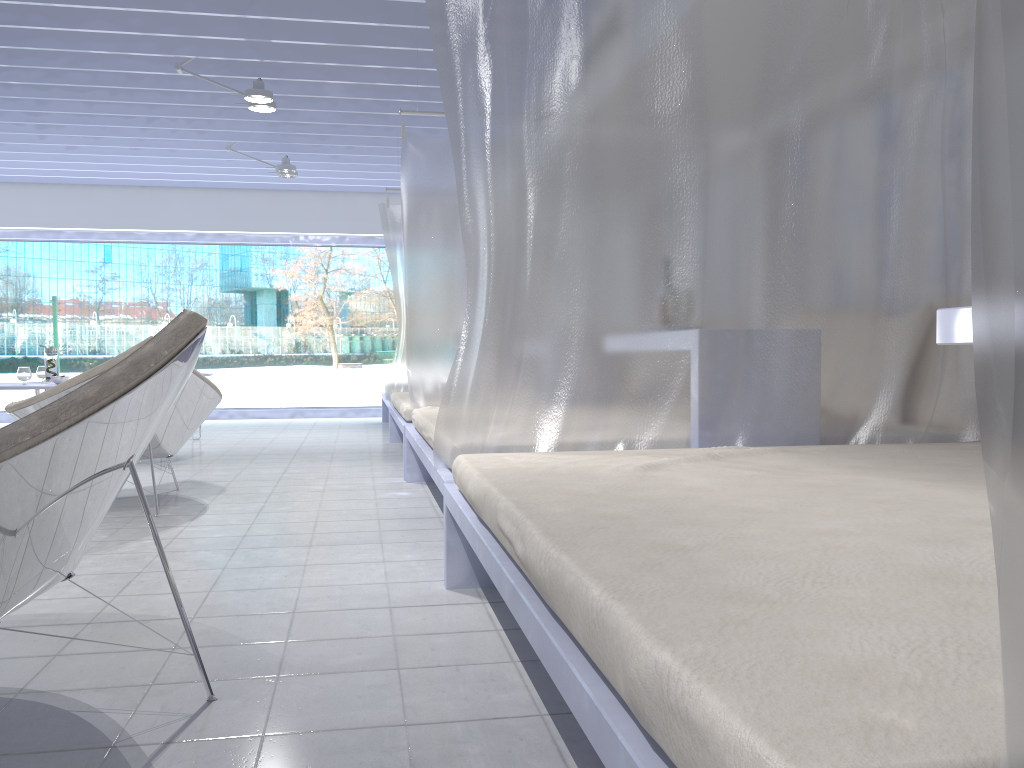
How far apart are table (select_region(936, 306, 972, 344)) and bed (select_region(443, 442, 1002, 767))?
0.3 meters

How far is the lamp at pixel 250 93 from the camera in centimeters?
532cm

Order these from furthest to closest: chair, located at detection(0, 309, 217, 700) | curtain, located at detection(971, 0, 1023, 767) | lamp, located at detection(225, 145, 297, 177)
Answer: lamp, located at detection(225, 145, 297, 177)
chair, located at detection(0, 309, 217, 700)
curtain, located at detection(971, 0, 1023, 767)

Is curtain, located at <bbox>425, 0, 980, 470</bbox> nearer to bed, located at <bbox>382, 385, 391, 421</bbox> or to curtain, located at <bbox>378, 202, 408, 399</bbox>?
curtain, located at <bbox>378, 202, 408, 399</bbox>

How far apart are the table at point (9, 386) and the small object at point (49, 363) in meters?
0.3

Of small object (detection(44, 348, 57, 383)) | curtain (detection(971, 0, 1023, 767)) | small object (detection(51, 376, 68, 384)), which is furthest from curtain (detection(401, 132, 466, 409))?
curtain (detection(971, 0, 1023, 767))

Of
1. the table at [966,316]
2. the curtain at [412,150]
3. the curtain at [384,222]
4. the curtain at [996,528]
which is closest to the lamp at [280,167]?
the curtain at [384,222]

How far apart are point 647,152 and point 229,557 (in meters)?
1.88

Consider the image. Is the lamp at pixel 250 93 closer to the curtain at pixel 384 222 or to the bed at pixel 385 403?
the curtain at pixel 384 222

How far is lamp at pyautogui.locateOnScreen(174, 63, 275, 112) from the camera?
5.3 meters
